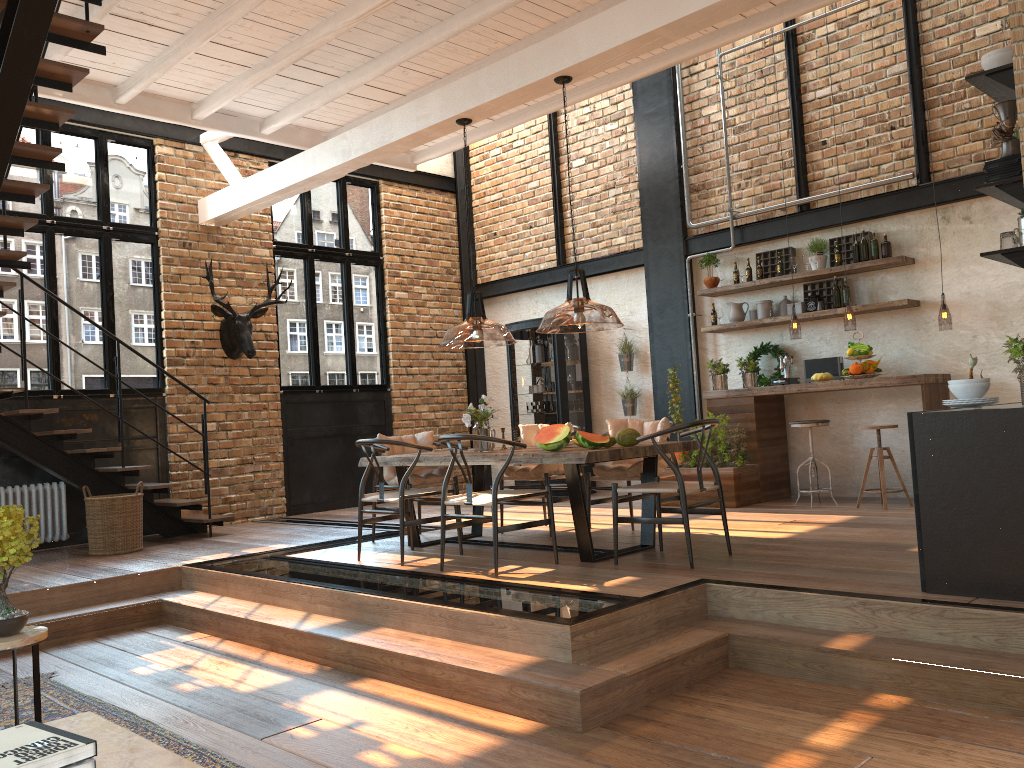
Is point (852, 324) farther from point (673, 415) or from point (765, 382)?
point (673, 415)

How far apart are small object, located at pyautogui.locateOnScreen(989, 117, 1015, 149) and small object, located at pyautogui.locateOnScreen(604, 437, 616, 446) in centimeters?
276cm

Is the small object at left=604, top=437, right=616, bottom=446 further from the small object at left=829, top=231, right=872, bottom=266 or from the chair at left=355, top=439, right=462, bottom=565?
the small object at left=829, top=231, right=872, bottom=266

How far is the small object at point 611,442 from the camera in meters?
5.8

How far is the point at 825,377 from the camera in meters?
8.0

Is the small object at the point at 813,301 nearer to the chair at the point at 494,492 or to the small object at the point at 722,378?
the small object at the point at 722,378

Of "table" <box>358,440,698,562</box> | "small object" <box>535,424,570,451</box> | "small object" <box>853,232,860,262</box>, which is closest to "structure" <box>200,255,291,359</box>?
A: "table" <box>358,440,698,562</box>

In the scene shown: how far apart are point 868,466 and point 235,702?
5.56m

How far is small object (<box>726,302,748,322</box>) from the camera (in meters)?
9.08

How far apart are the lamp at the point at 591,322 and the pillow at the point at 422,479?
0.79m
